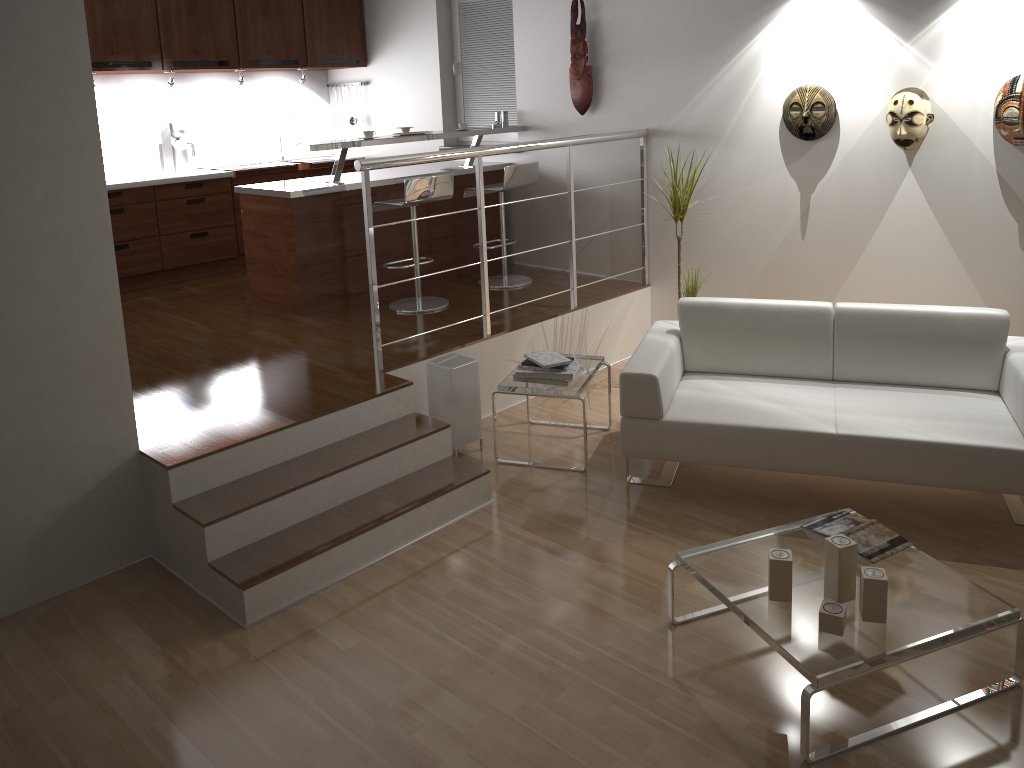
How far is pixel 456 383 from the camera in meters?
4.3 m

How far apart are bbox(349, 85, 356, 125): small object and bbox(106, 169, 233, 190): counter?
1.5m

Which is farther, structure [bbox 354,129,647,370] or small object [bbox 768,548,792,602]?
structure [bbox 354,129,647,370]

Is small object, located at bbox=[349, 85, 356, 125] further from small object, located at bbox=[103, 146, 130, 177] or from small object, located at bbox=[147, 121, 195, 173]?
small object, located at bbox=[103, 146, 130, 177]

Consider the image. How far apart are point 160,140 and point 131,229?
0.85m

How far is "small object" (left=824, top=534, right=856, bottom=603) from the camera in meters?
2.7 m

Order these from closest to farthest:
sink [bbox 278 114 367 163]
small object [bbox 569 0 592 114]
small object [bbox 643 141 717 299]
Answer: small object [bbox 643 141 717 299] < small object [bbox 569 0 592 114] < sink [bbox 278 114 367 163]

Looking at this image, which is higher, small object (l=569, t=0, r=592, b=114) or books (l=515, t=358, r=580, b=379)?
small object (l=569, t=0, r=592, b=114)

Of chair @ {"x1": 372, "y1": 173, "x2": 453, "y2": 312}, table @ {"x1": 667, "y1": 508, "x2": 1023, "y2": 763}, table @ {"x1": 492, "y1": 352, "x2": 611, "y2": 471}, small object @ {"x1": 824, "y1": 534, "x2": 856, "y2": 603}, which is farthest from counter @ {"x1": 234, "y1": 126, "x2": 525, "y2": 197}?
small object @ {"x1": 824, "y1": 534, "x2": 856, "y2": 603}

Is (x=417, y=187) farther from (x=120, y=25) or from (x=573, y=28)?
(x=120, y=25)
